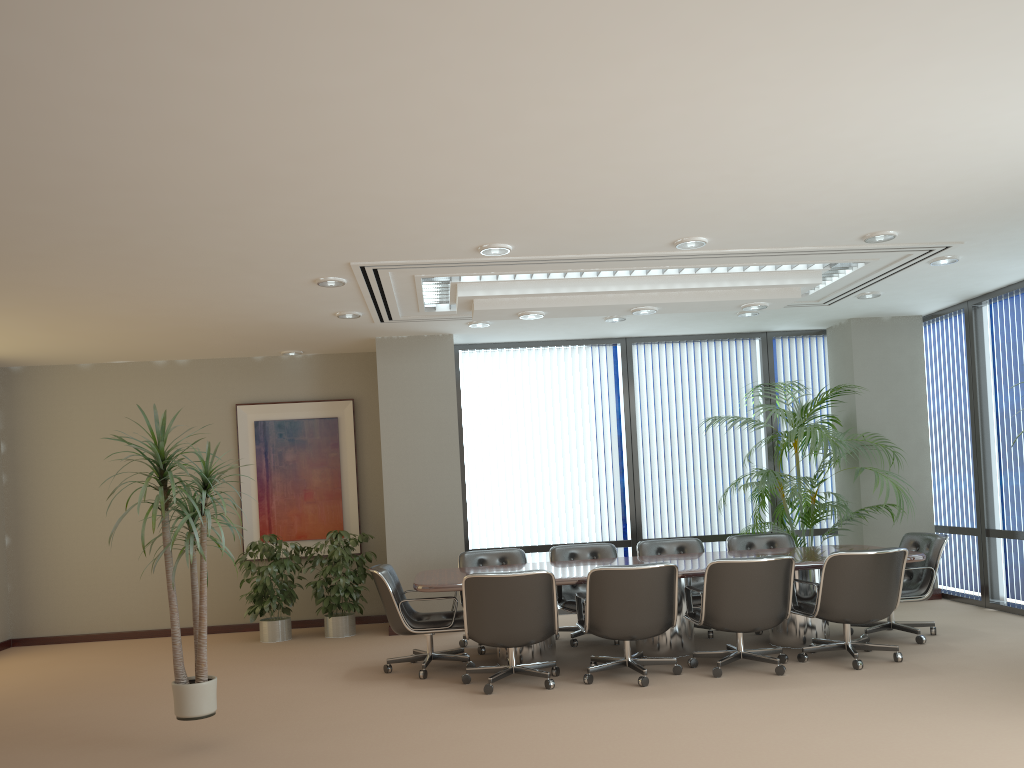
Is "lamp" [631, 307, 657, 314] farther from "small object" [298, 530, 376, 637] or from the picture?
the picture

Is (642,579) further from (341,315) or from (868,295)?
(868,295)

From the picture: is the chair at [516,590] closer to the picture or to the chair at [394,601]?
the chair at [394,601]

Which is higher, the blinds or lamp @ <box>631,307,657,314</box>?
lamp @ <box>631,307,657,314</box>

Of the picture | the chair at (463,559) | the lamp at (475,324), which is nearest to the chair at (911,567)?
the chair at (463,559)

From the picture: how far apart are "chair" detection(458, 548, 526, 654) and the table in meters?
0.5

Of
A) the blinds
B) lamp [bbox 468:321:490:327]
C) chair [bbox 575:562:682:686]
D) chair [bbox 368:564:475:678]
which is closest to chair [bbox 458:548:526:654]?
chair [bbox 368:564:475:678]

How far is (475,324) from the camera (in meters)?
8.57

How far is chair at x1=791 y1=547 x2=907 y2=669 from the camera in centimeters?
619cm

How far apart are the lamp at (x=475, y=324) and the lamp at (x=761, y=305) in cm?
254
